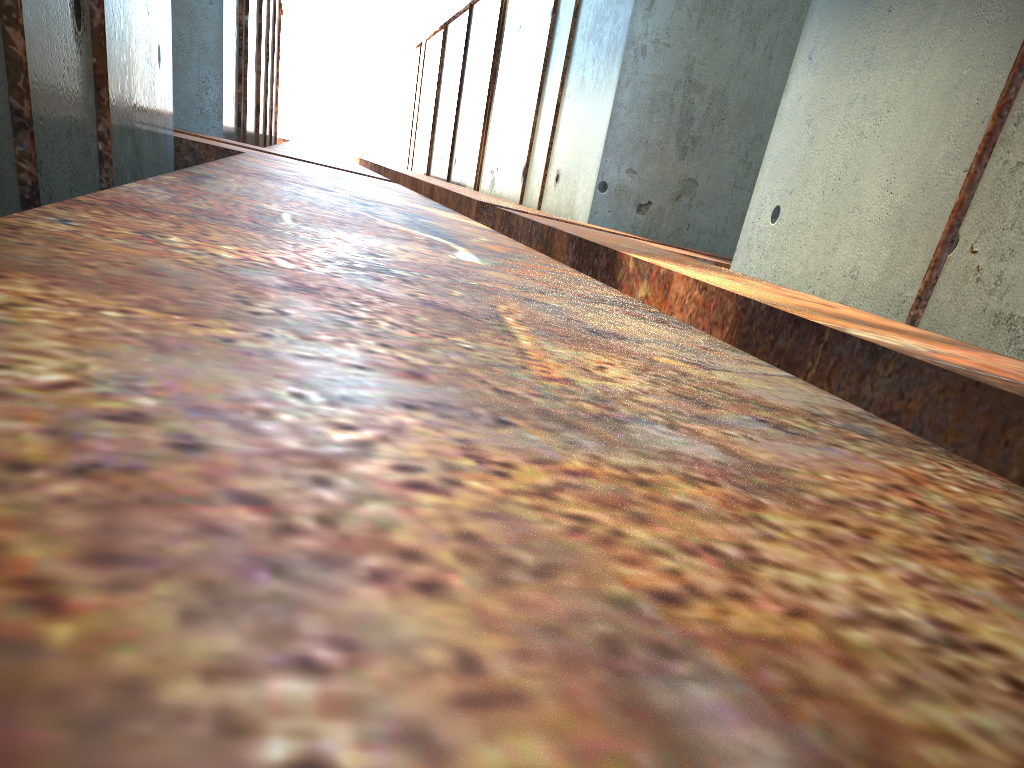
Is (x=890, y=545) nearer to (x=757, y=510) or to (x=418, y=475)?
(x=757, y=510)
